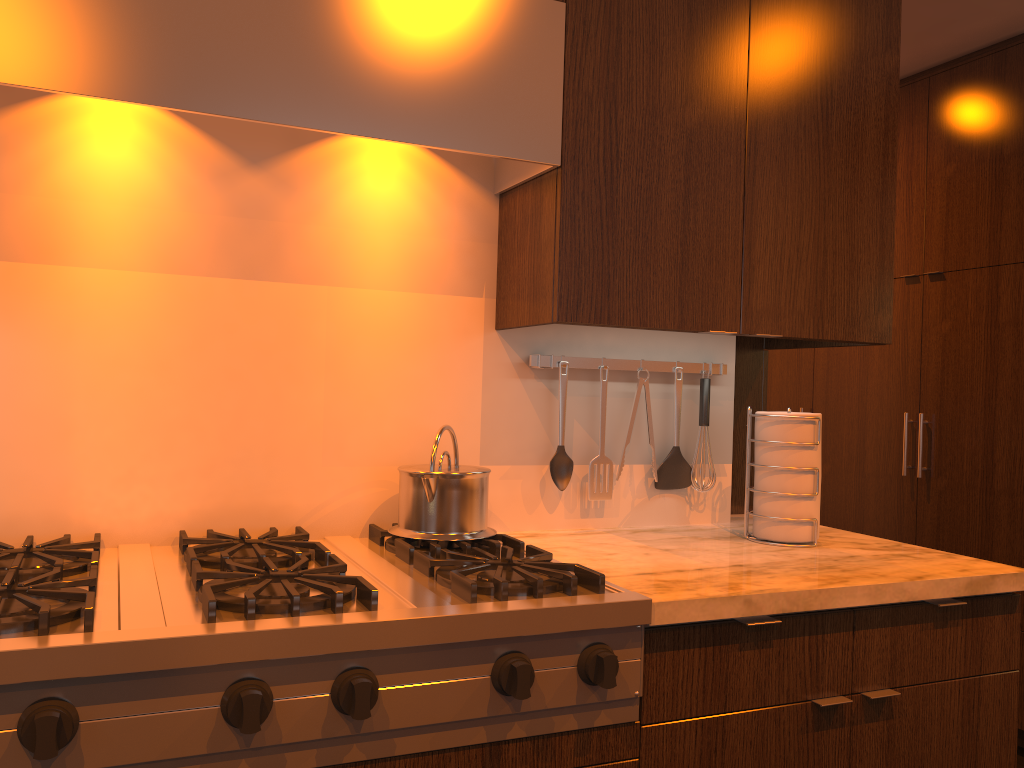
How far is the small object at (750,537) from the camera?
2.0 meters

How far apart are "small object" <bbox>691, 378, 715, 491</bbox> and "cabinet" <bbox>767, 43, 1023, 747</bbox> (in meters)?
1.63

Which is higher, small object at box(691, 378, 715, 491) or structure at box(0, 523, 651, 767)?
small object at box(691, 378, 715, 491)

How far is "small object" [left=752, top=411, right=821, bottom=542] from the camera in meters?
1.9 m

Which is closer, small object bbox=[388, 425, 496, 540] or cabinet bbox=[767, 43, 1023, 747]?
small object bbox=[388, 425, 496, 540]

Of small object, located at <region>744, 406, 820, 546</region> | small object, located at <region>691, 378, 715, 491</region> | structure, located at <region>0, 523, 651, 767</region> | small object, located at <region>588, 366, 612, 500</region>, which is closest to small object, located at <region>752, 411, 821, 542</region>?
small object, located at <region>744, 406, 820, 546</region>

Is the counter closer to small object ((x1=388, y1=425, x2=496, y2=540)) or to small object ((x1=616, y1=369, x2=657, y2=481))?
small object ((x1=388, y1=425, x2=496, y2=540))

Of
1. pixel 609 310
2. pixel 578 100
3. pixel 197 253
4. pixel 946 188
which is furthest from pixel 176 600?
pixel 946 188

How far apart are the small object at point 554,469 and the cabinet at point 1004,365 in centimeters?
200cm

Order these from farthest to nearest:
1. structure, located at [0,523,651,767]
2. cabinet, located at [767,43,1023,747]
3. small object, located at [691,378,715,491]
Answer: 1. cabinet, located at [767,43,1023,747]
2. small object, located at [691,378,715,491]
3. structure, located at [0,523,651,767]
